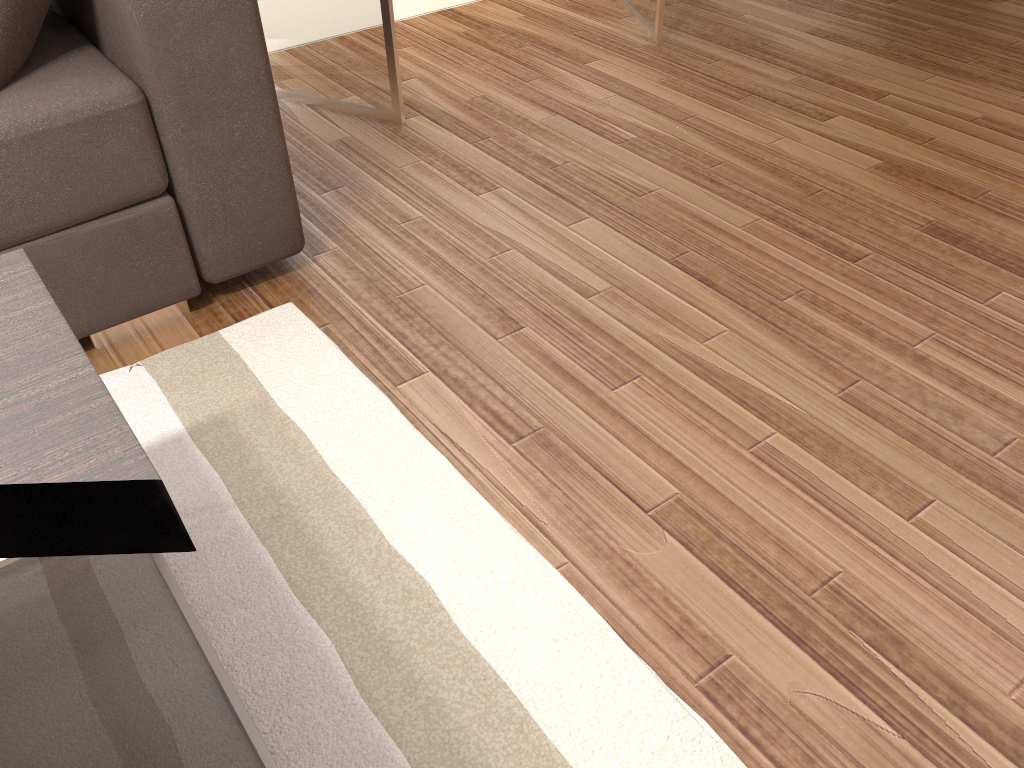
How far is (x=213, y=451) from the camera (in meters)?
1.69

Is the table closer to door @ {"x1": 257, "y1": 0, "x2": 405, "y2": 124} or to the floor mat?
the floor mat

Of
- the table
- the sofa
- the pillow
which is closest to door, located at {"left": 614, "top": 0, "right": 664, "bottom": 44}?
the sofa

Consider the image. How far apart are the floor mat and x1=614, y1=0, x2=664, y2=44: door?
2.0 meters

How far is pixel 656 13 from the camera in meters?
3.3

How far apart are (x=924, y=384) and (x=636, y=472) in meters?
0.7

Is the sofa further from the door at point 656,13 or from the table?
the door at point 656,13

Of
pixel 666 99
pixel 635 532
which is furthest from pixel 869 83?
pixel 635 532

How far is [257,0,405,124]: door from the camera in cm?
269

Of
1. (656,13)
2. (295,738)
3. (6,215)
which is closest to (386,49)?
(656,13)
